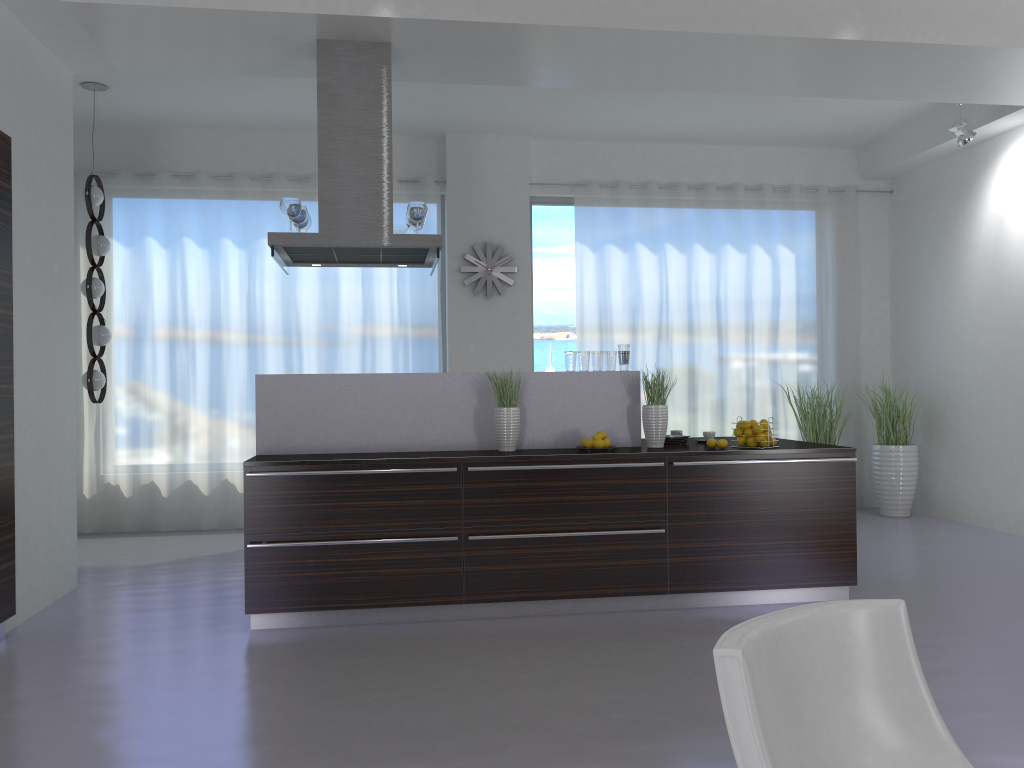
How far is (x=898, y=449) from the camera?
7.9m

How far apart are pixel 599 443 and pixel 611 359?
0.6 meters

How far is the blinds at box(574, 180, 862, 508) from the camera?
8.2m

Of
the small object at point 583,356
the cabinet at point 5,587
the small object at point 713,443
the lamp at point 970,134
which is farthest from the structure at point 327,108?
the lamp at point 970,134

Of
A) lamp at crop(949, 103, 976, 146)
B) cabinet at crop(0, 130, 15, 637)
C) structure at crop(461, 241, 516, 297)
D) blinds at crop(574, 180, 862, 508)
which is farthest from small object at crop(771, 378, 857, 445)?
cabinet at crop(0, 130, 15, 637)

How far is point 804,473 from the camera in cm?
487

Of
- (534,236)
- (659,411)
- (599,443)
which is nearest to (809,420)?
(534,236)

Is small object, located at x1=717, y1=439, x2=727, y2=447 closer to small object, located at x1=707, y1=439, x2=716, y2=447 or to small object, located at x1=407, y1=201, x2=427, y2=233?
small object, located at x1=707, y1=439, x2=716, y2=447

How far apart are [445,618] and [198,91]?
4.55m

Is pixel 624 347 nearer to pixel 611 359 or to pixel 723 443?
pixel 611 359
